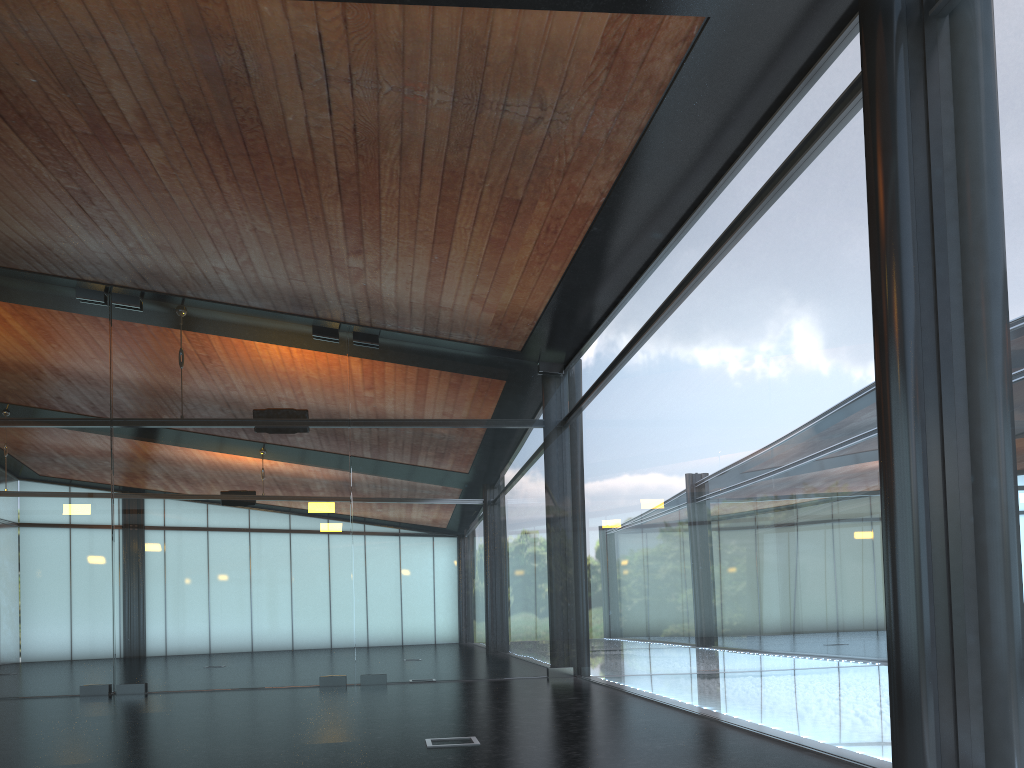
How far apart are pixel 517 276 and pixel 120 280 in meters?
6.0 m
